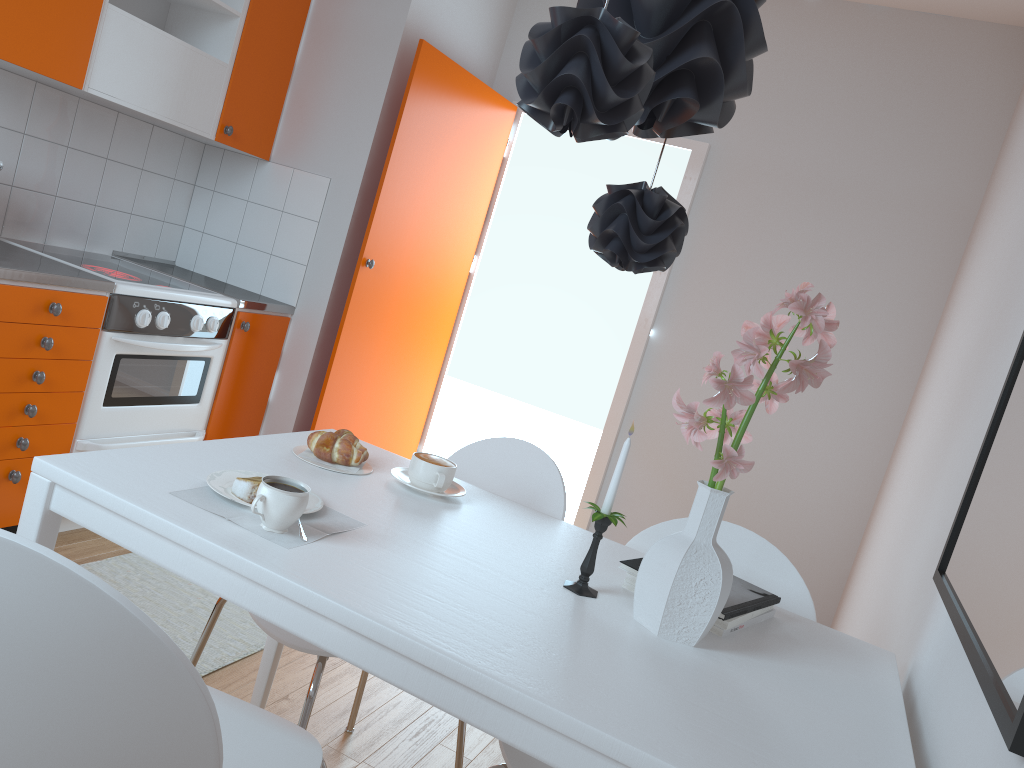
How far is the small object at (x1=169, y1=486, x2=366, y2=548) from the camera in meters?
→ 1.3

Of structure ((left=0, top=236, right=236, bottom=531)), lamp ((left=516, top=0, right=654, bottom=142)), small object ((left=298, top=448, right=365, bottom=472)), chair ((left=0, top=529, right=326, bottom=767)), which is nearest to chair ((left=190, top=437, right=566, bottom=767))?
chair ((left=0, top=529, right=326, bottom=767))

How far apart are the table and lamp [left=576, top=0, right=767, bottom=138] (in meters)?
0.74

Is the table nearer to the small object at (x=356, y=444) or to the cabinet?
the small object at (x=356, y=444)

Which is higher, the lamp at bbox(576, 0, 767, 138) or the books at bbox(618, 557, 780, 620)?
the lamp at bbox(576, 0, 767, 138)

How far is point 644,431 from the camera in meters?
4.1 m

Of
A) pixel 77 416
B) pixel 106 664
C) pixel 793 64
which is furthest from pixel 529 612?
pixel 793 64

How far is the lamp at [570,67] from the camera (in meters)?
1.05

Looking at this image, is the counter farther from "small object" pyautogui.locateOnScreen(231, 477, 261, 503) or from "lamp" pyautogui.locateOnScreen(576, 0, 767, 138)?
"lamp" pyautogui.locateOnScreen(576, 0, 767, 138)

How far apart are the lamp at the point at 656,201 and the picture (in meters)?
0.60
